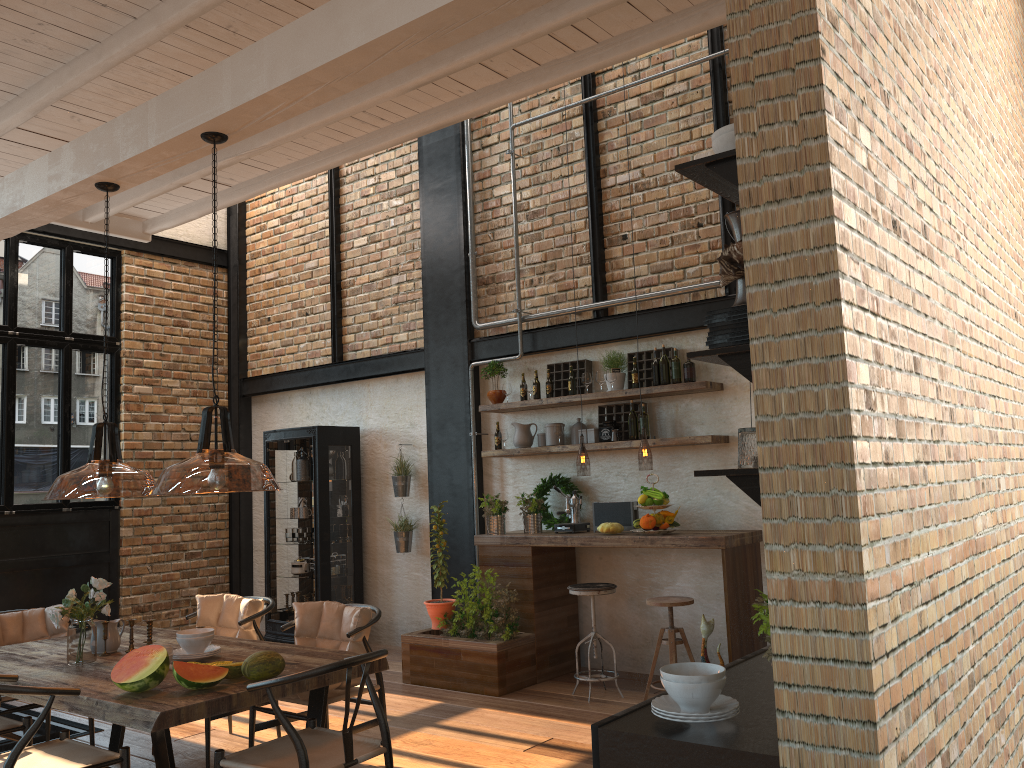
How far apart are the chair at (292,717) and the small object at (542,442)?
2.8 meters

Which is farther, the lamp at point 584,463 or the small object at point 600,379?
the small object at point 600,379

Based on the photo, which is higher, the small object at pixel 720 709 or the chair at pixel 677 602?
the small object at pixel 720 709

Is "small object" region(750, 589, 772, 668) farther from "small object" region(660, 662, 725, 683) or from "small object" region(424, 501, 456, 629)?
"small object" region(424, 501, 456, 629)

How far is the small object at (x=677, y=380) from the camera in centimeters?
655cm

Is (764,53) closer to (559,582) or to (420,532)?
(559,582)

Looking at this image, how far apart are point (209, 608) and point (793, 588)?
4.5 meters

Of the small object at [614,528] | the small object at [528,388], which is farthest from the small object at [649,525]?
the small object at [528,388]

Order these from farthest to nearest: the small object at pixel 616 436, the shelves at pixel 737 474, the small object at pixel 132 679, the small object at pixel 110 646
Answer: the small object at pixel 616 436 < the small object at pixel 110 646 < the small object at pixel 132 679 < the shelves at pixel 737 474

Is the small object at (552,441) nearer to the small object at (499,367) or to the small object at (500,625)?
the small object at (499,367)
